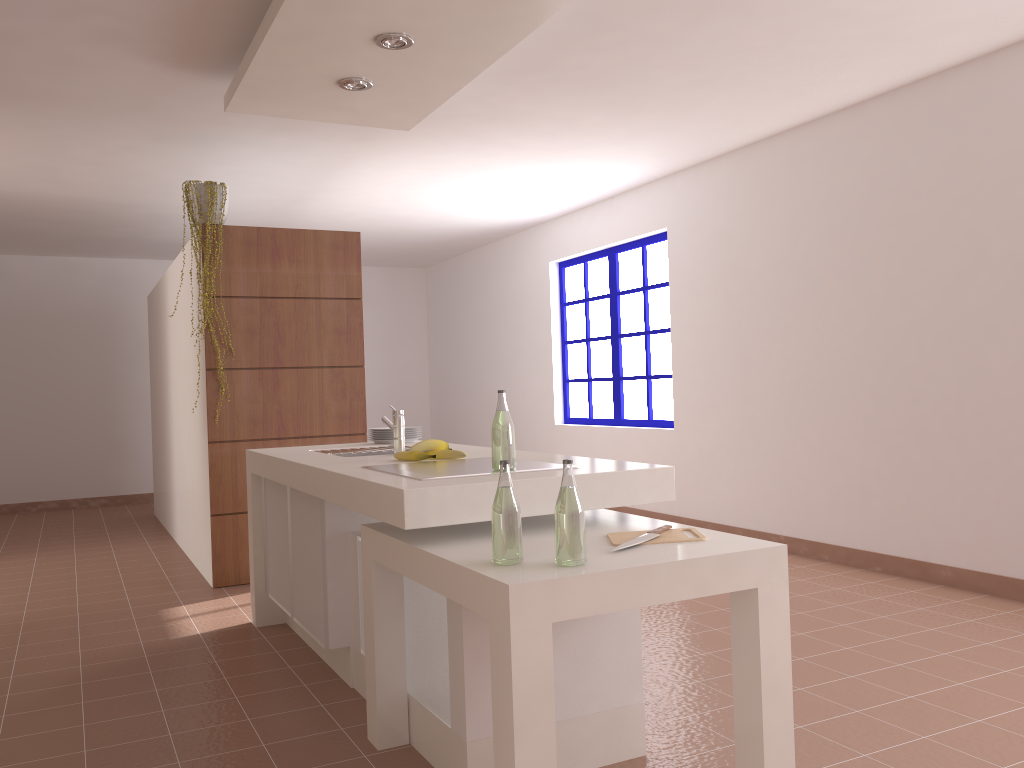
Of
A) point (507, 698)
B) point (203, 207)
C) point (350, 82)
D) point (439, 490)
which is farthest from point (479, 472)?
point (203, 207)

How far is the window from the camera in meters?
6.7

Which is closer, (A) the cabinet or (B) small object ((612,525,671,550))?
(B) small object ((612,525,671,550))

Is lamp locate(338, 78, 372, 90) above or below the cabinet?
above

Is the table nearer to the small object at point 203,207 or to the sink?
the sink

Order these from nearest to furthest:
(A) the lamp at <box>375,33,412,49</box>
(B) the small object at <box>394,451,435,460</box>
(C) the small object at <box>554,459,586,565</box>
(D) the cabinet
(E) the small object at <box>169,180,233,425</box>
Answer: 1. (C) the small object at <box>554,459,586,565</box>
2. (D) the cabinet
3. (B) the small object at <box>394,451,435,460</box>
4. (A) the lamp at <box>375,33,412,49</box>
5. (E) the small object at <box>169,180,233,425</box>

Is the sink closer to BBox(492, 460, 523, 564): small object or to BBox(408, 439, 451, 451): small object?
BBox(408, 439, 451, 451): small object

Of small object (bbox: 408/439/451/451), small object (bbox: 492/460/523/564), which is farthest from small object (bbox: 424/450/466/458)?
small object (bbox: 492/460/523/564)

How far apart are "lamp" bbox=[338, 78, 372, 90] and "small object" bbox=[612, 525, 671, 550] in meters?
2.4 m

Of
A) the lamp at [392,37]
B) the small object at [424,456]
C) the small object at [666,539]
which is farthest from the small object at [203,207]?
the small object at [666,539]
